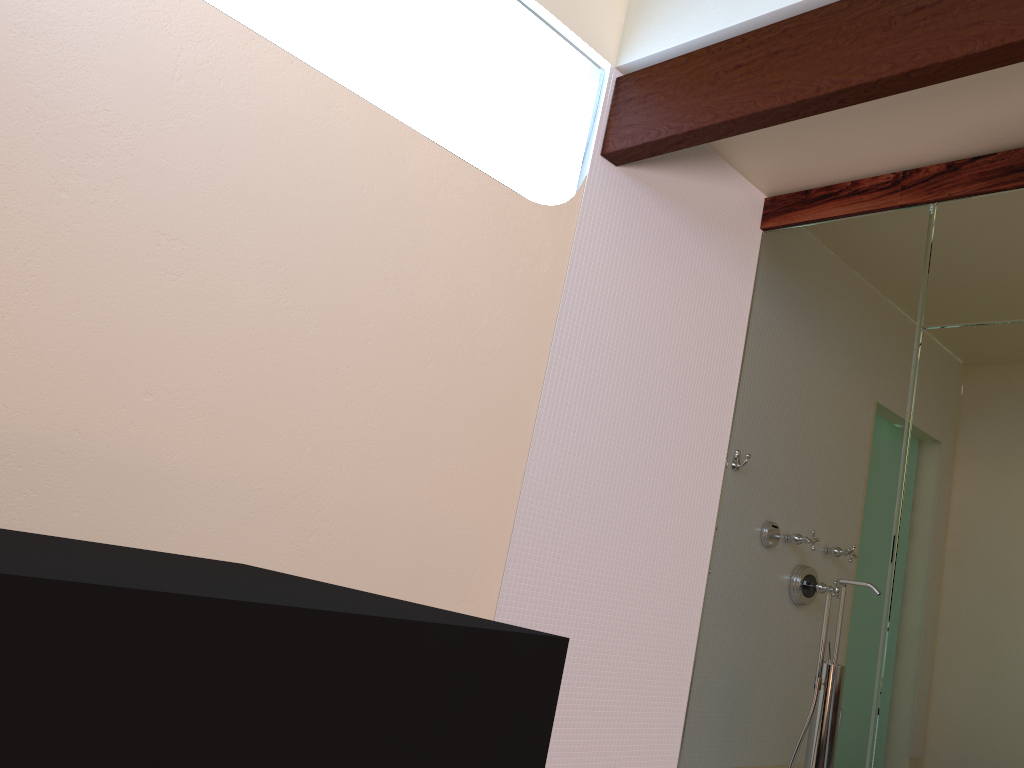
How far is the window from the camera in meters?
2.8

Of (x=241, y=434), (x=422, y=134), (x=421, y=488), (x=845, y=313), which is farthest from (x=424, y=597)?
(x=845, y=313)

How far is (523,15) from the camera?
2.8m

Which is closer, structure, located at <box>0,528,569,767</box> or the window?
structure, located at <box>0,528,569,767</box>

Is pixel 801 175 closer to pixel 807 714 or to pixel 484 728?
pixel 807 714

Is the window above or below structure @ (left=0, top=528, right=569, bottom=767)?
above

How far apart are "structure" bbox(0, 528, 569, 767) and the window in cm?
179

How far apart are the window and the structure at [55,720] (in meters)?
A: 1.79

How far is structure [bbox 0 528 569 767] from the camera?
0.7m

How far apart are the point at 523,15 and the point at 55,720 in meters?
2.6
